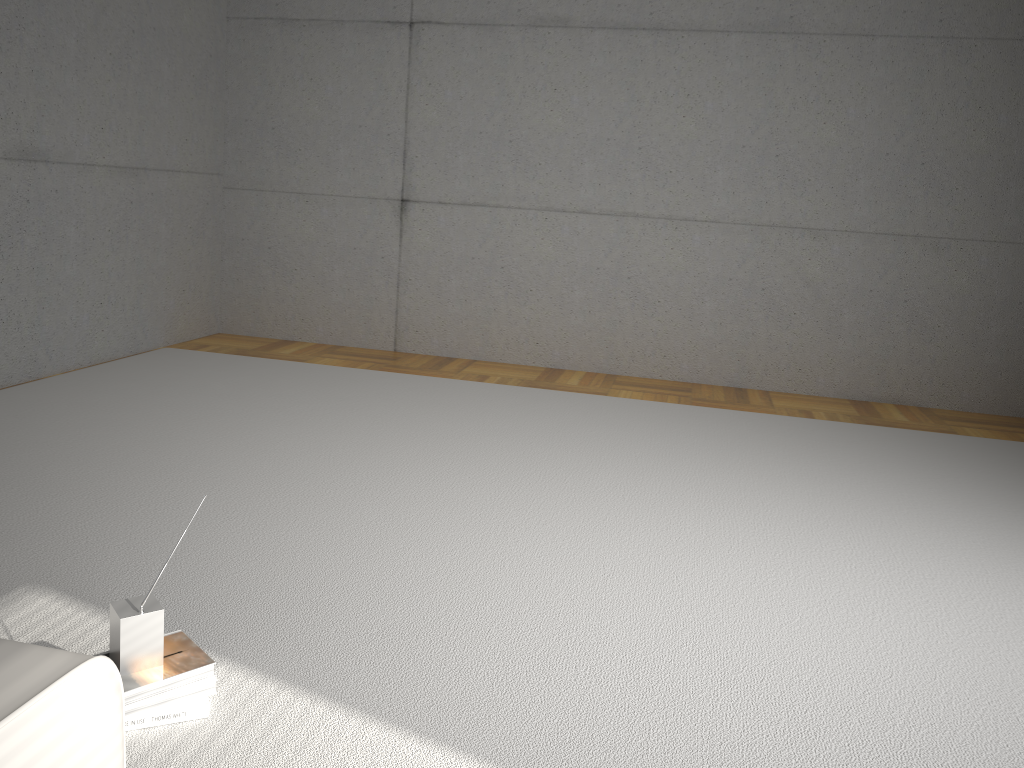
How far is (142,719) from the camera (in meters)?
1.91

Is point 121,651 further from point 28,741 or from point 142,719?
point 28,741

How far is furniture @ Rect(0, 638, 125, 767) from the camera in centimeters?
107cm

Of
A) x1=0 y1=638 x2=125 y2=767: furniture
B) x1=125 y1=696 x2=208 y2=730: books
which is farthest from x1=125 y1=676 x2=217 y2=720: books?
x1=0 y1=638 x2=125 y2=767: furniture

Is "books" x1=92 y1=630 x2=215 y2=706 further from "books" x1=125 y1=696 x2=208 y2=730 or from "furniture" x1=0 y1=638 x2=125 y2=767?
"furniture" x1=0 y1=638 x2=125 y2=767

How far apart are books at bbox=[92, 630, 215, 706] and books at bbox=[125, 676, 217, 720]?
0.0m

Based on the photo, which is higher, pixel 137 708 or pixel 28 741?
pixel 28 741

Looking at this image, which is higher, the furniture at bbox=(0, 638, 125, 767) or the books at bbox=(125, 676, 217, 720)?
the furniture at bbox=(0, 638, 125, 767)

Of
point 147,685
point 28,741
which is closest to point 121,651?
point 147,685

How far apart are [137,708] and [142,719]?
0.0 meters
